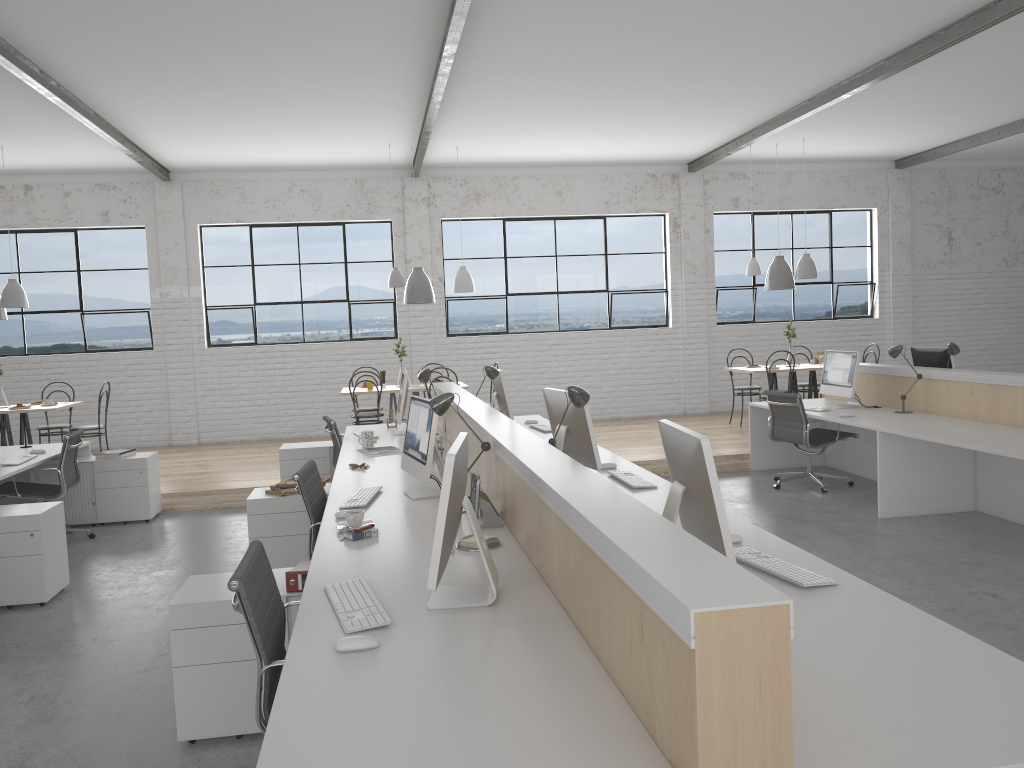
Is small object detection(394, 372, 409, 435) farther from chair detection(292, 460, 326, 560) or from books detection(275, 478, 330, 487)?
chair detection(292, 460, 326, 560)

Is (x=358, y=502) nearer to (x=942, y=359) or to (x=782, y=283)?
(x=942, y=359)

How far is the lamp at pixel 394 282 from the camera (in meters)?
7.11

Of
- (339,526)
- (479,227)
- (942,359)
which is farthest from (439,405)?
(479,227)

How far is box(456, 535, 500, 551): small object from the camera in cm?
252

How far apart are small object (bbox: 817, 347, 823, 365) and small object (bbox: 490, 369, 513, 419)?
3.6 meters

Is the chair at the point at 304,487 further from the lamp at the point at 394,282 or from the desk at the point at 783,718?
the lamp at the point at 394,282

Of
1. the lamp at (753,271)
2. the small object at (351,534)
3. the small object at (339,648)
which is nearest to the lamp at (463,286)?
the lamp at (753,271)

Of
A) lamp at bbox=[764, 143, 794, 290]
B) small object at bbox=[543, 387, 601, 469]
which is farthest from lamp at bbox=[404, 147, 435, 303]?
small object at bbox=[543, 387, 601, 469]

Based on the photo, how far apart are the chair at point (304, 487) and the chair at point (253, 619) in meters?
1.0 m
